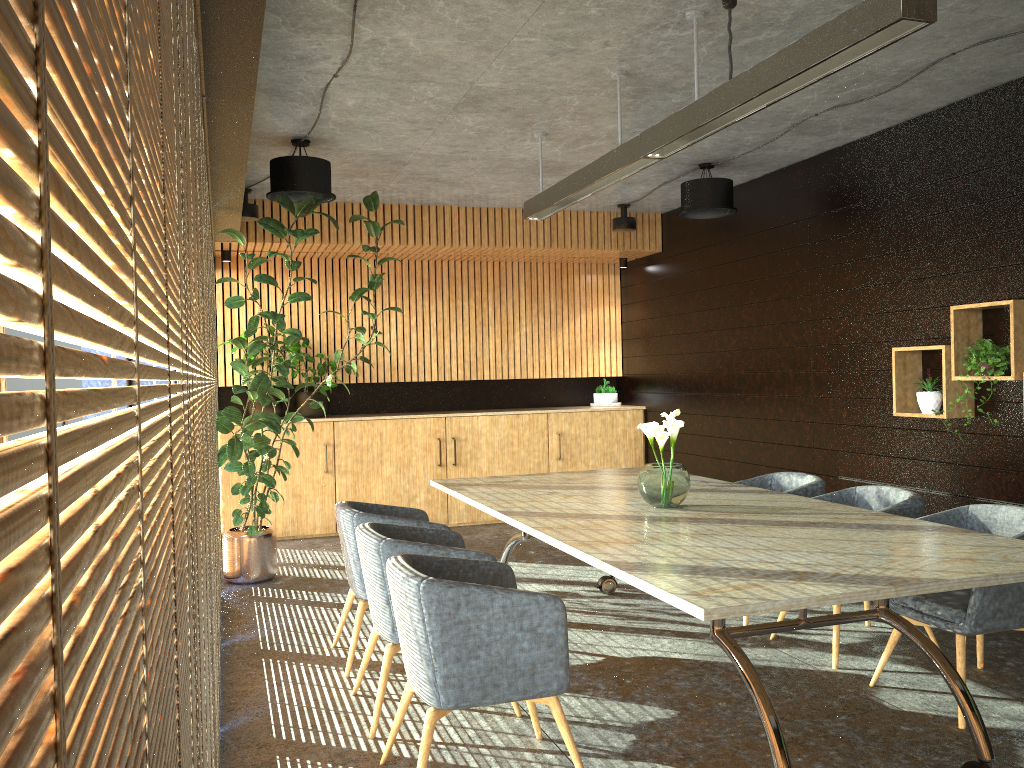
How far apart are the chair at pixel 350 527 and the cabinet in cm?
389

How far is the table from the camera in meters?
3.1

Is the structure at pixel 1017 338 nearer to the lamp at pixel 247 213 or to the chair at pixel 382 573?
the chair at pixel 382 573

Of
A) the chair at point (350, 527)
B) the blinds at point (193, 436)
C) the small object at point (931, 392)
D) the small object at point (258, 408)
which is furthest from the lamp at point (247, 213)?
the blinds at point (193, 436)

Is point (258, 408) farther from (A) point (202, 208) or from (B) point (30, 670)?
(B) point (30, 670)

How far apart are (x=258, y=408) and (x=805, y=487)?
5.8 meters

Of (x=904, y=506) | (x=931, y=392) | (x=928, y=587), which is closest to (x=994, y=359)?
(x=931, y=392)

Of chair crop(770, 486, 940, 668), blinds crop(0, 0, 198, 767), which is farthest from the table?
blinds crop(0, 0, 198, 767)

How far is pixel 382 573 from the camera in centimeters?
422cm

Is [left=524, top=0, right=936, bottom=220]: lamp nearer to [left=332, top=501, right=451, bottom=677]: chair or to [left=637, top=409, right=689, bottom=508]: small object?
[left=637, top=409, right=689, bottom=508]: small object
